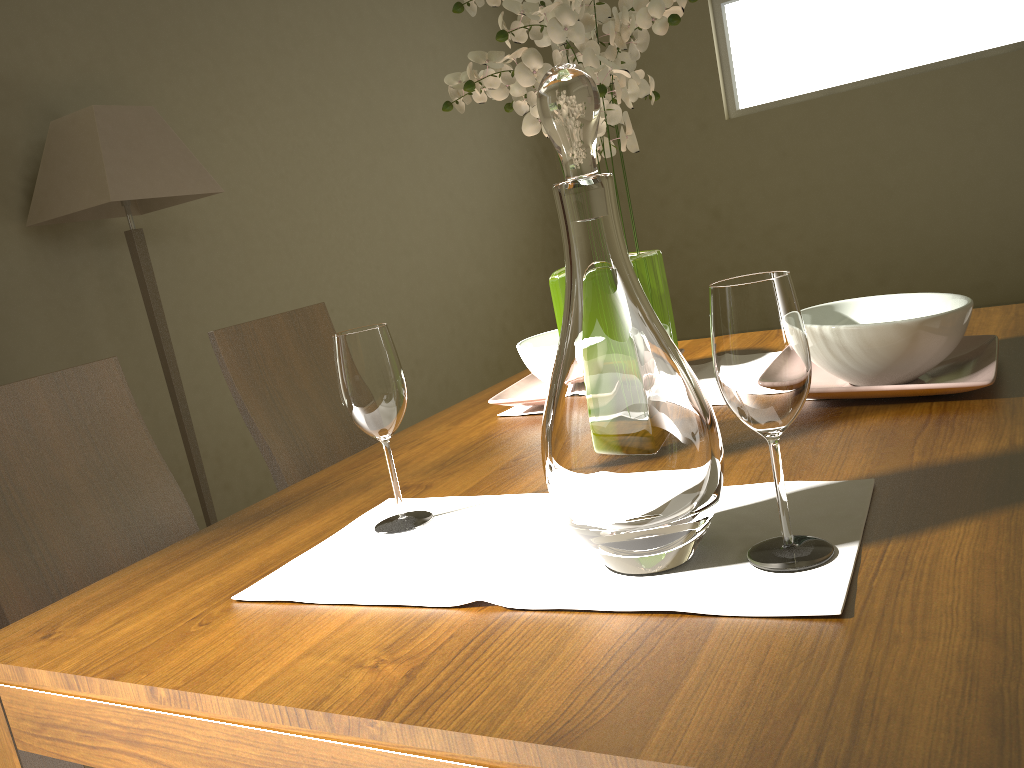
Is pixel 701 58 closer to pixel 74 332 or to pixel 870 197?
pixel 870 197

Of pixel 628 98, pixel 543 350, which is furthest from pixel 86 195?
pixel 628 98

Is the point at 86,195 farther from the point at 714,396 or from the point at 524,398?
the point at 714,396

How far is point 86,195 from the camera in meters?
3.0 m

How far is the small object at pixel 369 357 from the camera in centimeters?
97cm

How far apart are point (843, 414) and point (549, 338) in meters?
0.6 m

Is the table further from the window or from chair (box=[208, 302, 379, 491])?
the window

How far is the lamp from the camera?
3.0 meters

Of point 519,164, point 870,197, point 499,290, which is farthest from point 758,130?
point 499,290

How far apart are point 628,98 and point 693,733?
0.68m
